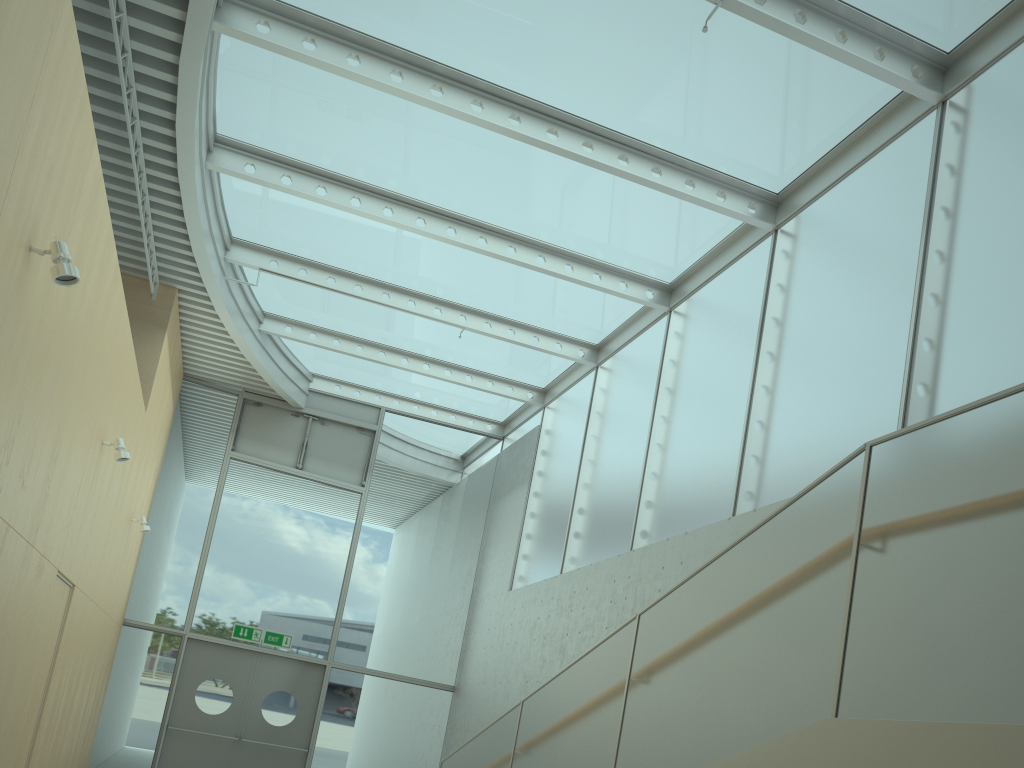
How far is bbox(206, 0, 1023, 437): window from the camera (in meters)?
6.20

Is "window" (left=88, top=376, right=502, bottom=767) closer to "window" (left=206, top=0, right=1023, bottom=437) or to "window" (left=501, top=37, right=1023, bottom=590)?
"window" (left=206, top=0, right=1023, bottom=437)

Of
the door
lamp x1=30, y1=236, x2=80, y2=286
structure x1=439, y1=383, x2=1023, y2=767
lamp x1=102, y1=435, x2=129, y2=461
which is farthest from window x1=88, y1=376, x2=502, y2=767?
lamp x1=30, y1=236, x2=80, y2=286

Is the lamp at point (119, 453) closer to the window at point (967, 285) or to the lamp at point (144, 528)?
the lamp at point (144, 528)

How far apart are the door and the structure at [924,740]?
5.5m

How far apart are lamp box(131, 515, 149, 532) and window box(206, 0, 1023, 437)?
2.8 meters

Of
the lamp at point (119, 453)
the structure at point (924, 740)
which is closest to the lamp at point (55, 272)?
the lamp at point (119, 453)

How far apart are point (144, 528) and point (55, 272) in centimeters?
629cm

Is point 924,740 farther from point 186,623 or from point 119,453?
point 186,623

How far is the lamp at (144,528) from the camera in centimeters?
962cm
